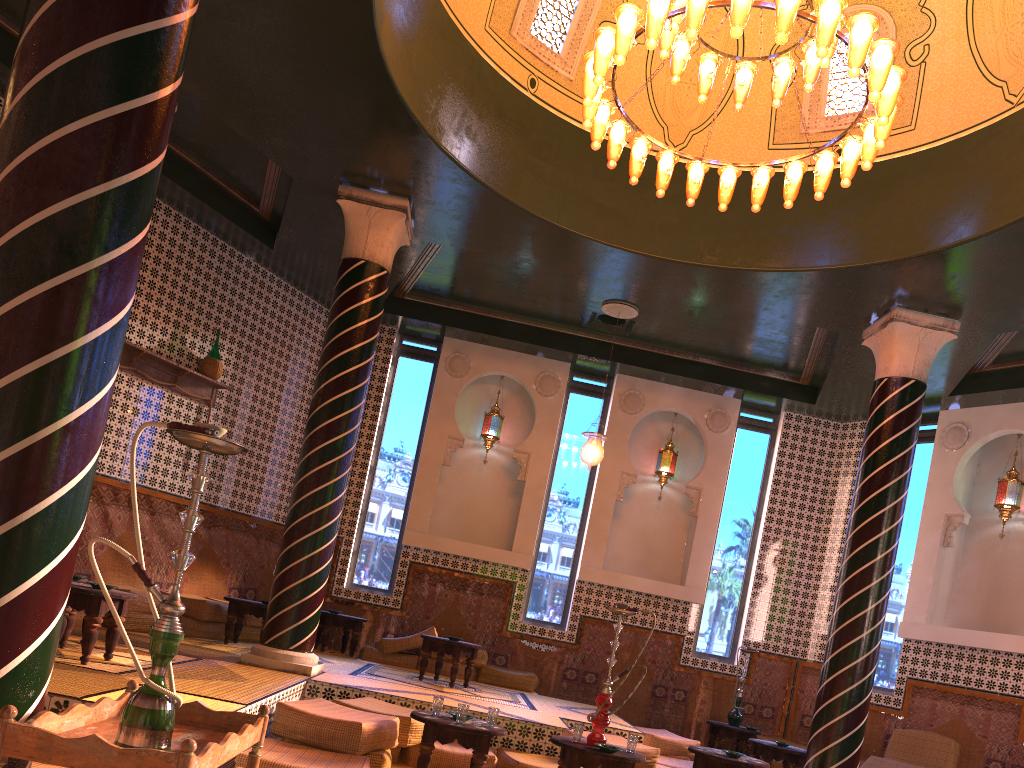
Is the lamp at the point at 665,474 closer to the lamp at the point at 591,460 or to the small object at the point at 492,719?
the lamp at the point at 591,460

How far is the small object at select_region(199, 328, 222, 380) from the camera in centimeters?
1184cm

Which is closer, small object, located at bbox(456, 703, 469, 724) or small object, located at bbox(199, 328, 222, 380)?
small object, located at bbox(456, 703, 469, 724)

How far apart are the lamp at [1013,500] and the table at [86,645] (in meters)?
11.00

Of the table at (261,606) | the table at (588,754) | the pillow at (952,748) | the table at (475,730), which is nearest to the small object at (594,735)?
the table at (588,754)

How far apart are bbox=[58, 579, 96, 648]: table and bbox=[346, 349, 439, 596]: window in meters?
6.5

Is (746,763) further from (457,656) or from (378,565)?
(378,565)

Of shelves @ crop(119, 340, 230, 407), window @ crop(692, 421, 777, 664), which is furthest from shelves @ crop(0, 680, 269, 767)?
window @ crop(692, 421, 777, 664)

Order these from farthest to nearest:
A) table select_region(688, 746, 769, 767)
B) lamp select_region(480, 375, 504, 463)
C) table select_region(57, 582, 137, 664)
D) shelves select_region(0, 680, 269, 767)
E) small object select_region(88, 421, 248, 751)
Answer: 1. lamp select_region(480, 375, 504, 463)
2. table select_region(688, 746, 769, 767)
3. table select_region(57, 582, 137, 664)
4. small object select_region(88, 421, 248, 751)
5. shelves select_region(0, 680, 269, 767)

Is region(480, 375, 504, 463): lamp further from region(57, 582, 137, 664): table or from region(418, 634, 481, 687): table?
region(57, 582, 137, 664): table
